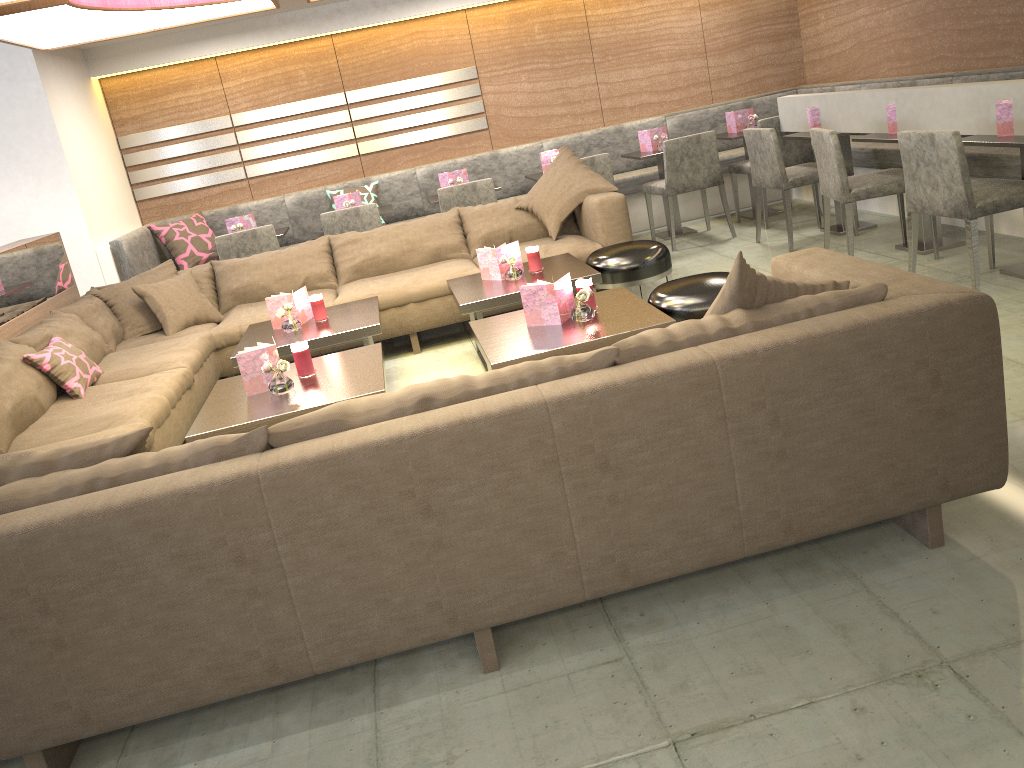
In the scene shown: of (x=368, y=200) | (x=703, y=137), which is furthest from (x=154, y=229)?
(x=703, y=137)

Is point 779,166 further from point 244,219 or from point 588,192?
point 244,219

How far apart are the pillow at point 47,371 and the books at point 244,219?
2.34m

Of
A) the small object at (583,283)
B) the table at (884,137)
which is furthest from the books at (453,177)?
the small object at (583,283)

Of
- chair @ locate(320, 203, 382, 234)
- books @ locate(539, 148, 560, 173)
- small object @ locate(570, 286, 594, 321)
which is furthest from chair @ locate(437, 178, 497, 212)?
small object @ locate(570, 286, 594, 321)

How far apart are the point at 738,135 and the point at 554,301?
3.7m

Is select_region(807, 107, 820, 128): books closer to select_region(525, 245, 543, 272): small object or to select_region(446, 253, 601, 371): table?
select_region(446, 253, 601, 371): table

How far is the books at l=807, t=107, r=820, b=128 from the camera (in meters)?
5.46

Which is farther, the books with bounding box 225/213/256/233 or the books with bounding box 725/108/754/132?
the books with bounding box 725/108/754/132

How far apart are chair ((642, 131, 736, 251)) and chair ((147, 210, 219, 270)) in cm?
323
